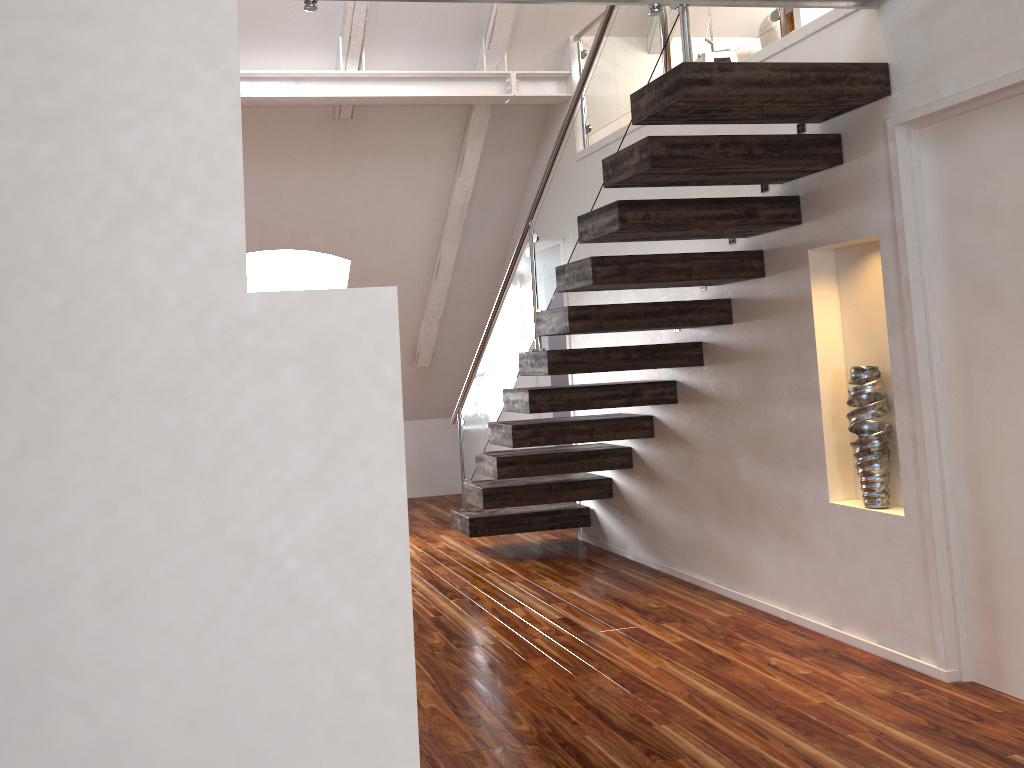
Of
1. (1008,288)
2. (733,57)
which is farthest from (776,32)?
(1008,288)

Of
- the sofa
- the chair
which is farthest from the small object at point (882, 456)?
the sofa

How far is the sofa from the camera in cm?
535

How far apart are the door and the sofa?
2.51m

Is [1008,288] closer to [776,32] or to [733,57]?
[733,57]

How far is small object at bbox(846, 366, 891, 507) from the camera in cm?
337

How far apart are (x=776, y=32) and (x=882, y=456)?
3.2m

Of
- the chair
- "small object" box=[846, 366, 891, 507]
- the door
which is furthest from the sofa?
"small object" box=[846, 366, 891, 507]

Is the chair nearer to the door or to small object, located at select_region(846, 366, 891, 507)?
the door

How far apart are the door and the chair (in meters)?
2.00
